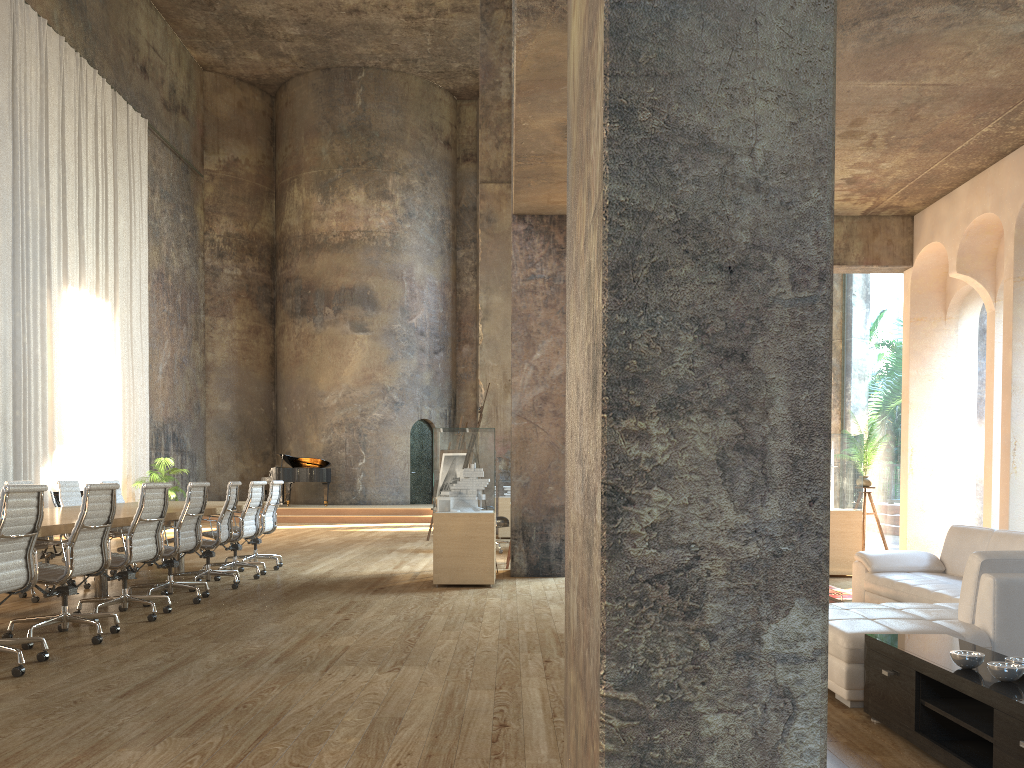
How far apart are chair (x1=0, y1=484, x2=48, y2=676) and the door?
18.4 meters

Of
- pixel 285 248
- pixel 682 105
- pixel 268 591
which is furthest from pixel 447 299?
pixel 682 105

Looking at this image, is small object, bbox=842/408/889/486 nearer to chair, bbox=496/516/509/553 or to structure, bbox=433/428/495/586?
structure, bbox=433/428/495/586

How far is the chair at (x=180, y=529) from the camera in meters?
7.2

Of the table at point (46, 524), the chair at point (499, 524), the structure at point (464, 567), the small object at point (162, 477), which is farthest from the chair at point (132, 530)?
the small object at point (162, 477)

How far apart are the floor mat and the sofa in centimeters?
108cm

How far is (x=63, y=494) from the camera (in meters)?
8.93

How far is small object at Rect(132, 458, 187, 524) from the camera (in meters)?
17.67

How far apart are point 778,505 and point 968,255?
8.10m

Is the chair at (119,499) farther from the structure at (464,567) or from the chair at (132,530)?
the structure at (464,567)
